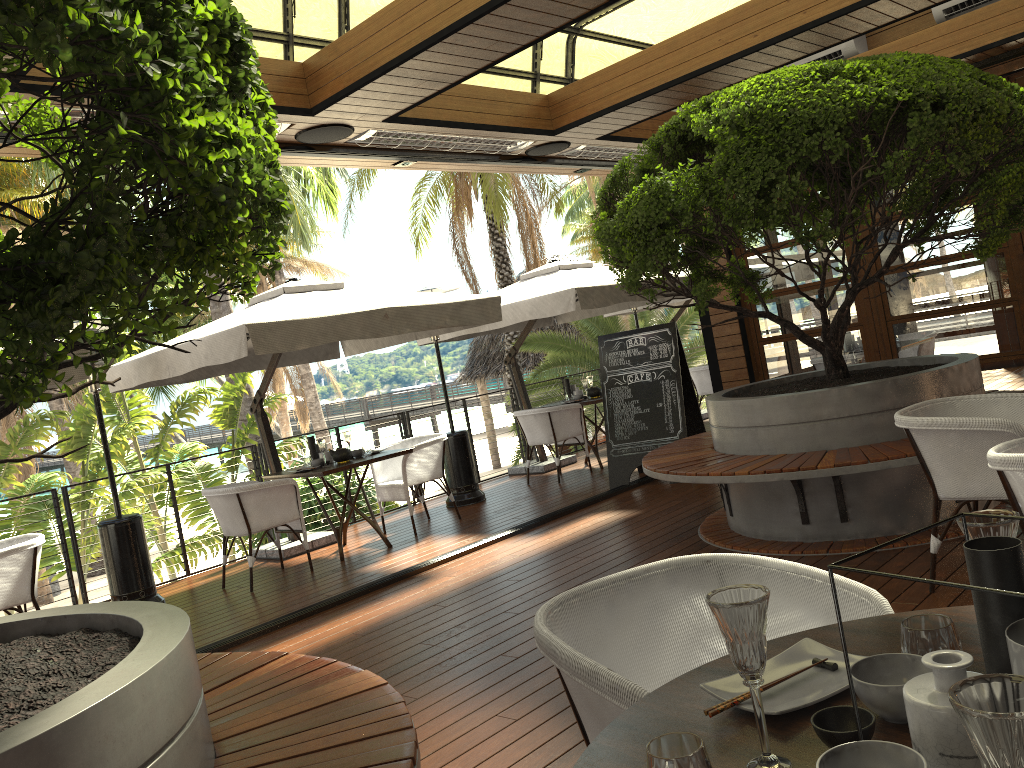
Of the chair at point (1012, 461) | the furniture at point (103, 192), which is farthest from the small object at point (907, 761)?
the chair at point (1012, 461)

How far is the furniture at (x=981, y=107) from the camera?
4.2 meters

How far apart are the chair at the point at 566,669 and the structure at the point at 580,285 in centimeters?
616cm

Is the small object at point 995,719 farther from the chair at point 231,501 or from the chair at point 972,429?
the chair at point 231,501

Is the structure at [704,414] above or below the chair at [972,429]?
above

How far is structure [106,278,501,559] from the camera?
5.94m

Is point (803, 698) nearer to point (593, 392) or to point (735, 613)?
point (735, 613)

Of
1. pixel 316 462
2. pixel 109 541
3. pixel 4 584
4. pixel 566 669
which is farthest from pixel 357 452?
pixel 566 669

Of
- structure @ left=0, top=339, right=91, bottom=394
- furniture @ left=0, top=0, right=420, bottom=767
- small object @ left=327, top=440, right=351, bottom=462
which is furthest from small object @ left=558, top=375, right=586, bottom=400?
furniture @ left=0, top=0, right=420, bottom=767

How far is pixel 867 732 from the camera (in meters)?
1.12
